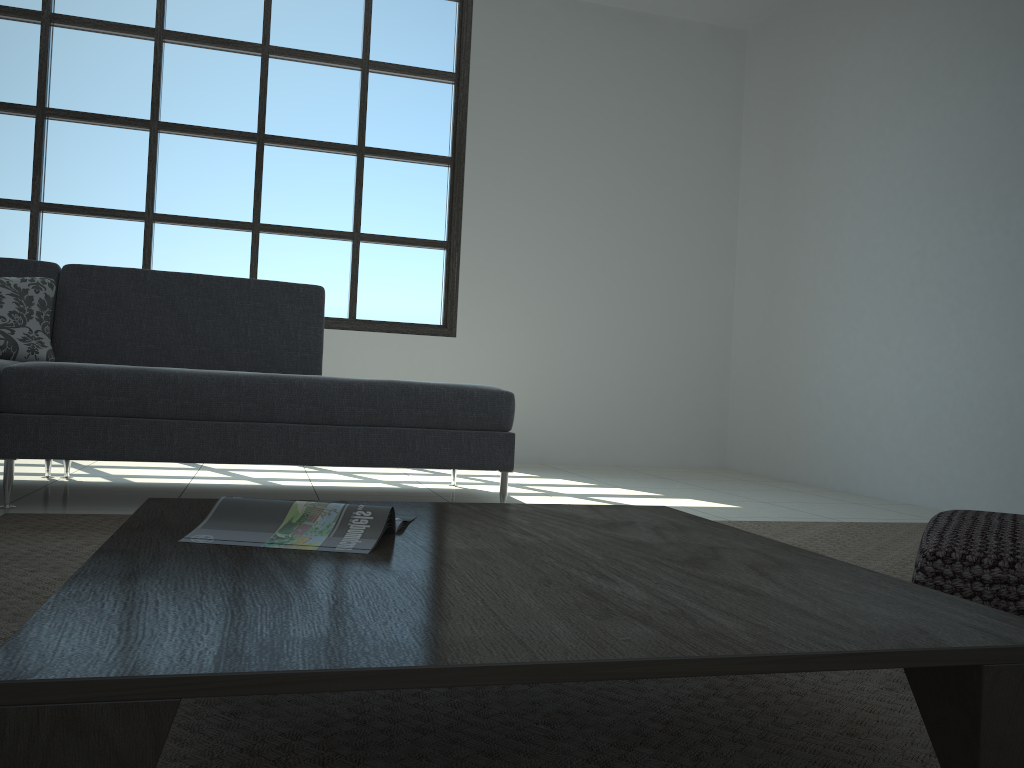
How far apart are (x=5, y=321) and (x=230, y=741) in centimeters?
269cm

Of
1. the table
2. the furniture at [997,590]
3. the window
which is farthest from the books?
the window

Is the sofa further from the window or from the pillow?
the window

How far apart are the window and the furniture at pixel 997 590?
4.0 meters

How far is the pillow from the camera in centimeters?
321cm

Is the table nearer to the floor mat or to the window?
the floor mat

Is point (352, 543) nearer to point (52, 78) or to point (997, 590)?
point (997, 590)

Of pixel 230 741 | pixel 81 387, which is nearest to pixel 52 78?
pixel 81 387

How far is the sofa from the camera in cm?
284

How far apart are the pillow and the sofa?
0.1 meters
